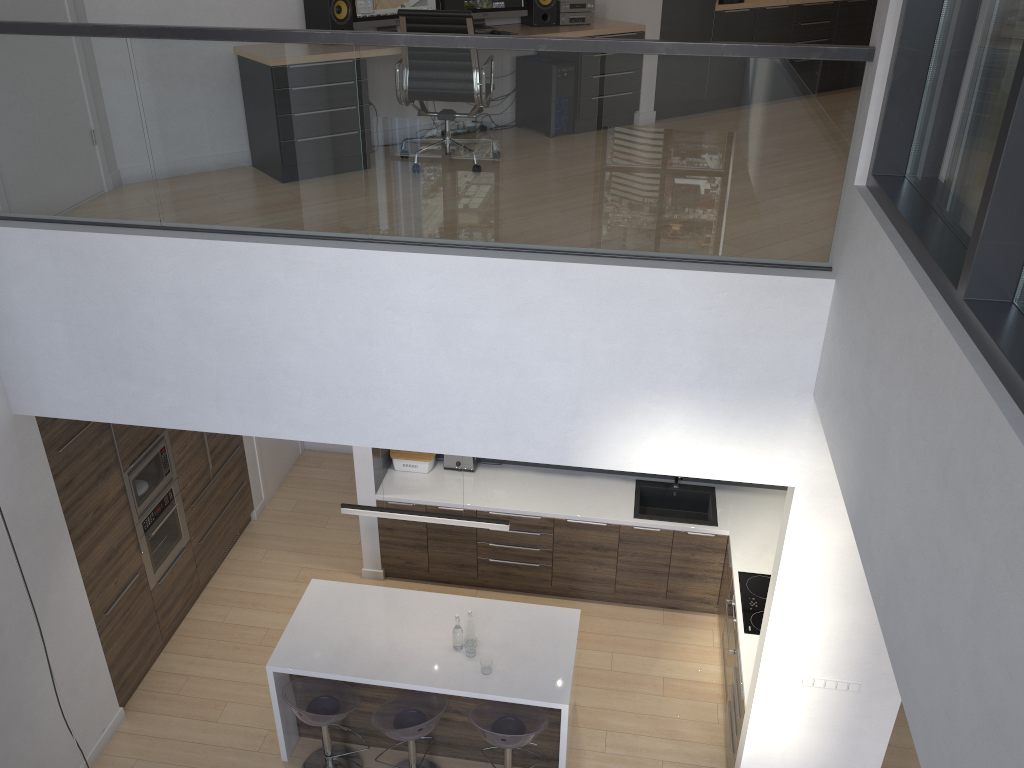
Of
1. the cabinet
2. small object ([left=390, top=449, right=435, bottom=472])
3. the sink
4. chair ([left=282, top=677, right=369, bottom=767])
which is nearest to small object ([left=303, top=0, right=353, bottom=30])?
the cabinet

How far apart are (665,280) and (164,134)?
2.32m

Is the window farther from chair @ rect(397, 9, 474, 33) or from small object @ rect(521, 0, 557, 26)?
small object @ rect(521, 0, 557, 26)

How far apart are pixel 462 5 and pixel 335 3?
1.1 meters

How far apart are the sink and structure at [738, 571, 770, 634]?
0.59m

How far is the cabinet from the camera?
5.4 meters

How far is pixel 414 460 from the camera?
7.09m

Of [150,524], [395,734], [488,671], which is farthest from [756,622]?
[150,524]

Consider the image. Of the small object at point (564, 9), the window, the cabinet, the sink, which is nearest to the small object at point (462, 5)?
the small object at point (564, 9)

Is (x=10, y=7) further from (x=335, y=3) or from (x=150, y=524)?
(x=150, y=524)
